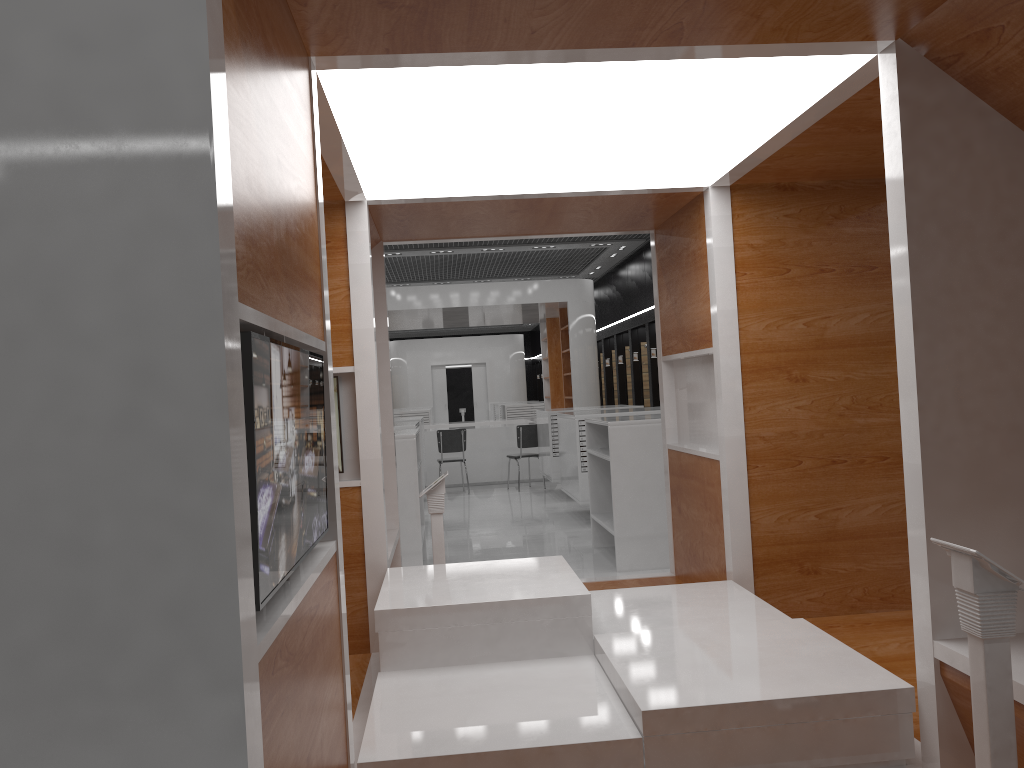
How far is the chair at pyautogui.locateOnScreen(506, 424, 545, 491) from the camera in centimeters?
1338cm

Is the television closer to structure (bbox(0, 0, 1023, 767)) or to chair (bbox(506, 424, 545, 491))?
structure (bbox(0, 0, 1023, 767))

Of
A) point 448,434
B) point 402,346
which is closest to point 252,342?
point 448,434

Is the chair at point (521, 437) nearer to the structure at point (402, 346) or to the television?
the television

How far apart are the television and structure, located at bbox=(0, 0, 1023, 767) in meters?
0.0 m

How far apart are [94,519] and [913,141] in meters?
2.4

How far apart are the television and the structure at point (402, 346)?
25.4m

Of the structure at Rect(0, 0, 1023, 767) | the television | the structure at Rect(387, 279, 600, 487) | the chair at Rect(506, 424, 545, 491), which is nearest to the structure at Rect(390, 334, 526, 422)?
the structure at Rect(387, 279, 600, 487)

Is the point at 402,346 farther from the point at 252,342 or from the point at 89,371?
the point at 89,371

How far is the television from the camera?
1.52m
